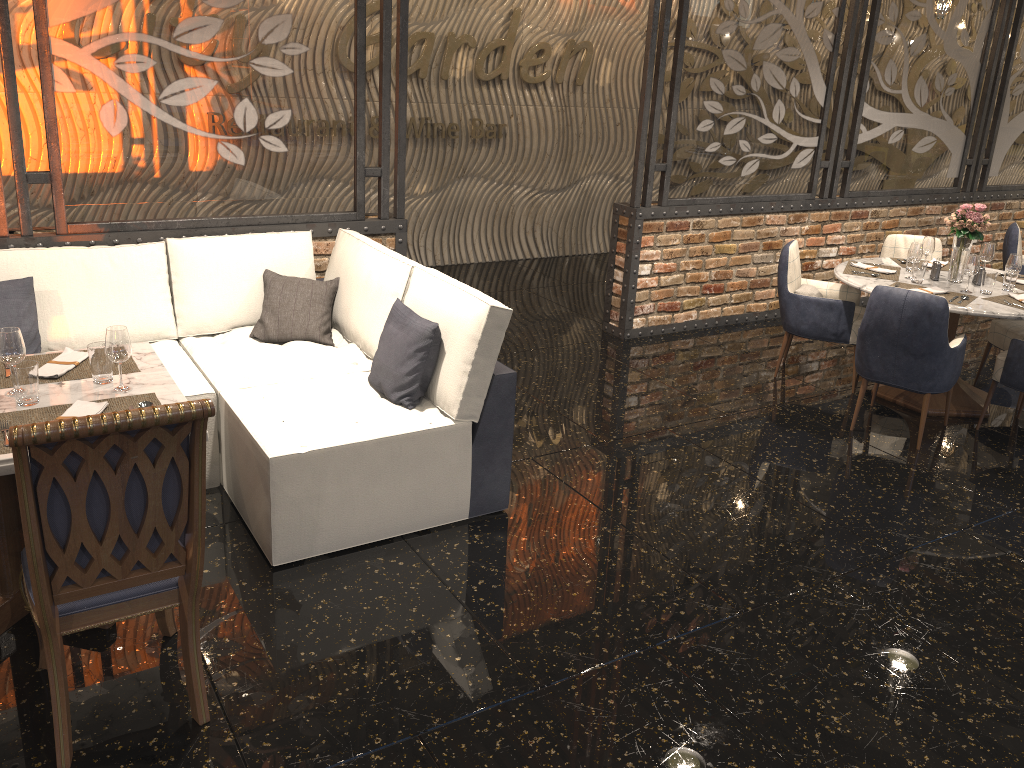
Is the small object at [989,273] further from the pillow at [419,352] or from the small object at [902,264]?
the pillow at [419,352]

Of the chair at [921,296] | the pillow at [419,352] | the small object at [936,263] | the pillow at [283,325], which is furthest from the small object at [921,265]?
the pillow at [283,325]

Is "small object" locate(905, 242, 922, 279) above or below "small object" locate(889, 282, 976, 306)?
above

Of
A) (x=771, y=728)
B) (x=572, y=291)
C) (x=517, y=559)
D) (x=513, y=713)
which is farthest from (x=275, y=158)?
(x=771, y=728)

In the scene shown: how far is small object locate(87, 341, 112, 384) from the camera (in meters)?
2.93

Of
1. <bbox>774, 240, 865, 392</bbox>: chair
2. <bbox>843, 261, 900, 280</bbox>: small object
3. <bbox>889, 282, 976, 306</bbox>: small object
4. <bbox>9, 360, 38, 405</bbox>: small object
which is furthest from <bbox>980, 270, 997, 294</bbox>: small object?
<bbox>9, 360, 38, 405</bbox>: small object

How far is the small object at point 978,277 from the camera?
5.3m

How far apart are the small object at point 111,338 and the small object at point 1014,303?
4.44m

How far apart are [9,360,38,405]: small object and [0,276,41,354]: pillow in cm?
125

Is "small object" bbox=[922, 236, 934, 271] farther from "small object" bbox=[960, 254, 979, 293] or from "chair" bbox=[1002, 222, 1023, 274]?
"chair" bbox=[1002, 222, 1023, 274]
